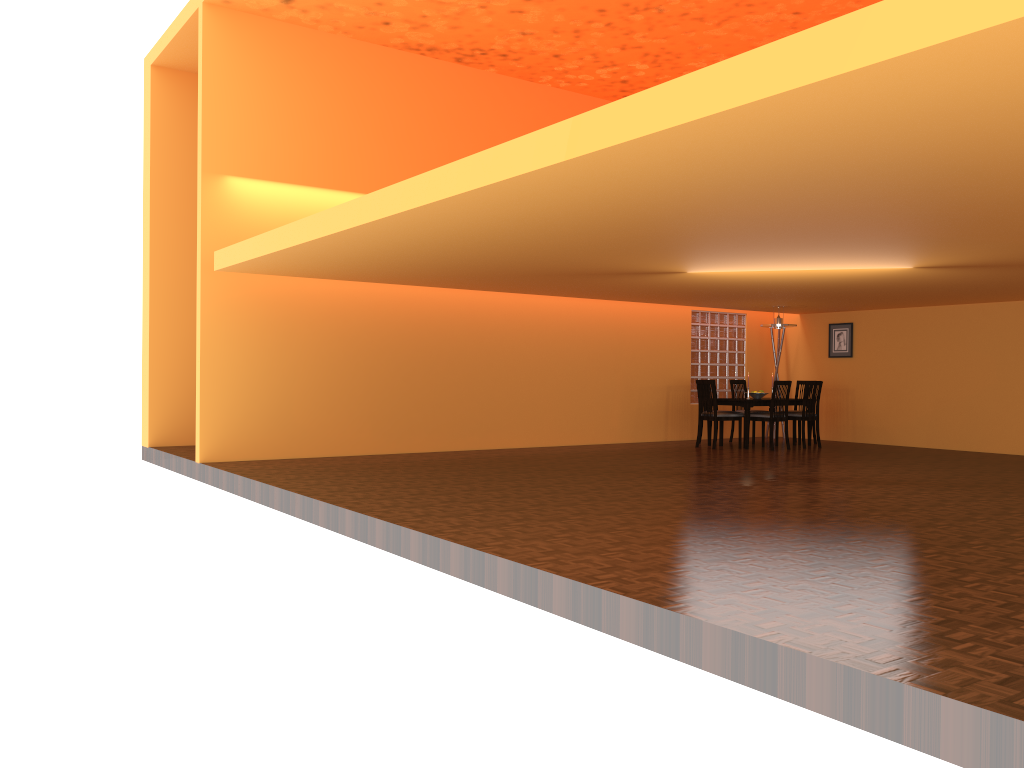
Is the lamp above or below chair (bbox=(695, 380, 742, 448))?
above

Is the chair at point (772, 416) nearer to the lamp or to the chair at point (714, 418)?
the chair at point (714, 418)

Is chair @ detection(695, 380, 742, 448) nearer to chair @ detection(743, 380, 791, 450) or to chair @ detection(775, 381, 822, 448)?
chair @ detection(743, 380, 791, 450)

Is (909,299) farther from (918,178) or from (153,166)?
(153,166)

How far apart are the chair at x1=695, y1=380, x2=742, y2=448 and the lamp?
1.3 meters

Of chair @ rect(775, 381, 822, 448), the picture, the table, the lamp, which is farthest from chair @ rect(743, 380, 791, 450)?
the picture

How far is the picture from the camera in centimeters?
1162cm

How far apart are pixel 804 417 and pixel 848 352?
1.7 meters

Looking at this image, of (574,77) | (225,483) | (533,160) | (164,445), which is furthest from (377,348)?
(533,160)

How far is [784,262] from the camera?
6.8m
